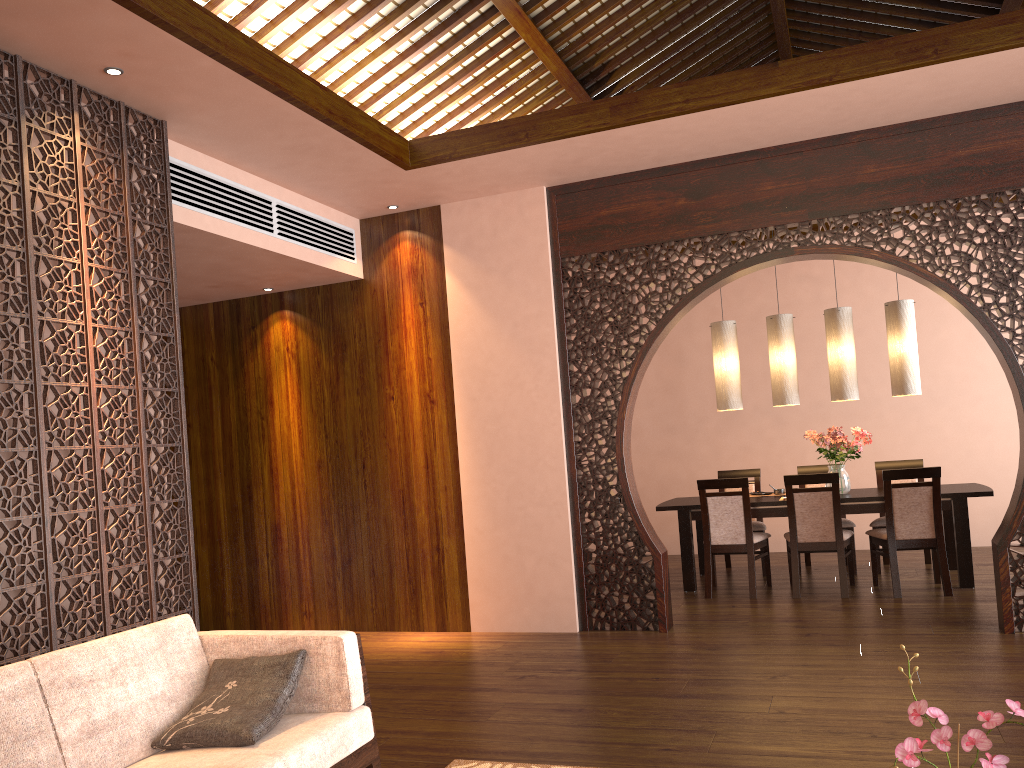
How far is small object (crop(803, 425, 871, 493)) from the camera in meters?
6.6

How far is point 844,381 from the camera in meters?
6.6 m

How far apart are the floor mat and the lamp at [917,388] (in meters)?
4.56

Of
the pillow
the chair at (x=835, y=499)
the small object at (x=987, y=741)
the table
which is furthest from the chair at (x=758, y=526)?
the small object at (x=987, y=741)

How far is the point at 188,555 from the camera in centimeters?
402cm

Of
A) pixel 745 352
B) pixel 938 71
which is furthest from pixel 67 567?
pixel 745 352

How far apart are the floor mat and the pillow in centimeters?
83cm

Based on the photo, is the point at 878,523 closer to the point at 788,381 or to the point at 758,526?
the point at 758,526

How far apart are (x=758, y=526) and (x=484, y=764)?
4.4m

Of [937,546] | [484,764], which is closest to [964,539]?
[937,546]
